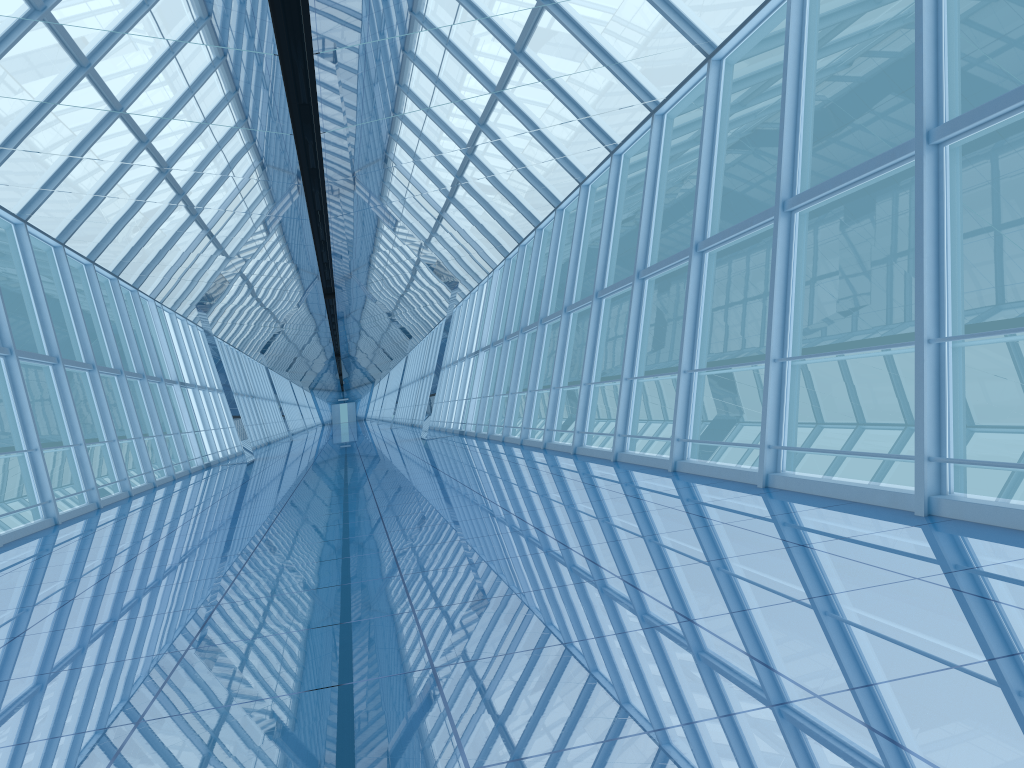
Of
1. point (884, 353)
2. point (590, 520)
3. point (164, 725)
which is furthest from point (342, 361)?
point (164, 725)

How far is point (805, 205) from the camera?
7.2 meters

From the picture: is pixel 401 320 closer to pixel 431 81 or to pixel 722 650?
pixel 431 81

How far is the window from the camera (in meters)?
7.16

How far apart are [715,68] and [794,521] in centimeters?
592cm

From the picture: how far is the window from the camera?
7.2m
